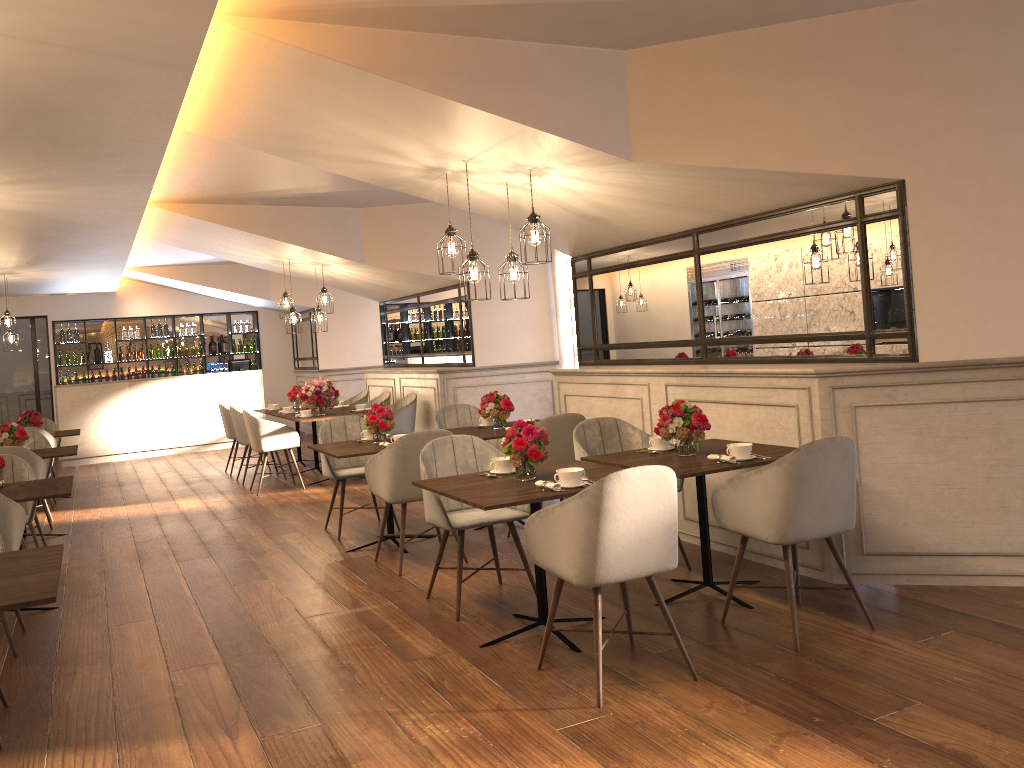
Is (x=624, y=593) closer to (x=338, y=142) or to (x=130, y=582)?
(x=338, y=142)

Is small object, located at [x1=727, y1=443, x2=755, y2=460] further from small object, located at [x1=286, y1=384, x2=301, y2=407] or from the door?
the door

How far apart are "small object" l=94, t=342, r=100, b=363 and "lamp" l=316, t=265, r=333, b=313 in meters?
6.8 m

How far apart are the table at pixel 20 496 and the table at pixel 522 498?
2.1 meters

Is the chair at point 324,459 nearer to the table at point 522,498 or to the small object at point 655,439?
the table at point 522,498

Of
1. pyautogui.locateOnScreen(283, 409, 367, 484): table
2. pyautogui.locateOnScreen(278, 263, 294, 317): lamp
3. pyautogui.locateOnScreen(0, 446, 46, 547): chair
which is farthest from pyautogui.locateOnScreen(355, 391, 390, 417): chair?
pyautogui.locateOnScreen(0, 446, 46, 547): chair

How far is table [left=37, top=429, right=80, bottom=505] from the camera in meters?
9.6 m

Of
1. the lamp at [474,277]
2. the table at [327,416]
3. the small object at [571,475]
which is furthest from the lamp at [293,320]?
the small object at [571,475]

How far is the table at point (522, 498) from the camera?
3.71m

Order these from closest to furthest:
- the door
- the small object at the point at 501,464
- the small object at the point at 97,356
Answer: the small object at the point at 501,464, the door, the small object at the point at 97,356
